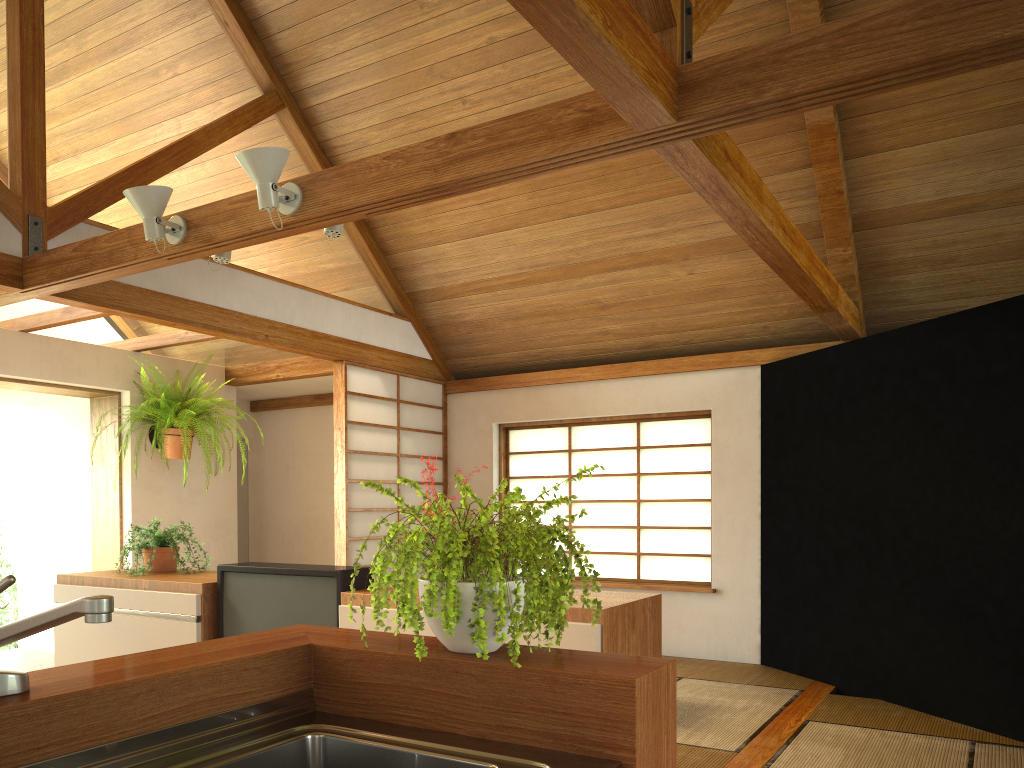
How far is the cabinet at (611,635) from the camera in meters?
2.7 m

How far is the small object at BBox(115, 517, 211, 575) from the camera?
3.9 meters

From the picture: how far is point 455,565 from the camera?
1.41m

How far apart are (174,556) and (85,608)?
3.1m

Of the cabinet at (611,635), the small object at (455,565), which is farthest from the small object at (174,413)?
the small object at (455,565)

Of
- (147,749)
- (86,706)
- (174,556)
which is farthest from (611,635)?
(174,556)

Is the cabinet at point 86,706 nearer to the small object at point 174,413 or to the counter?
the counter

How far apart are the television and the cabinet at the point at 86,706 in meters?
1.3

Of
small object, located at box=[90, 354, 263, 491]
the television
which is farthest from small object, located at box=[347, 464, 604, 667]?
small object, located at box=[90, 354, 263, 491]

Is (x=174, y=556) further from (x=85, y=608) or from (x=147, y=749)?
(x=85, y=608)
